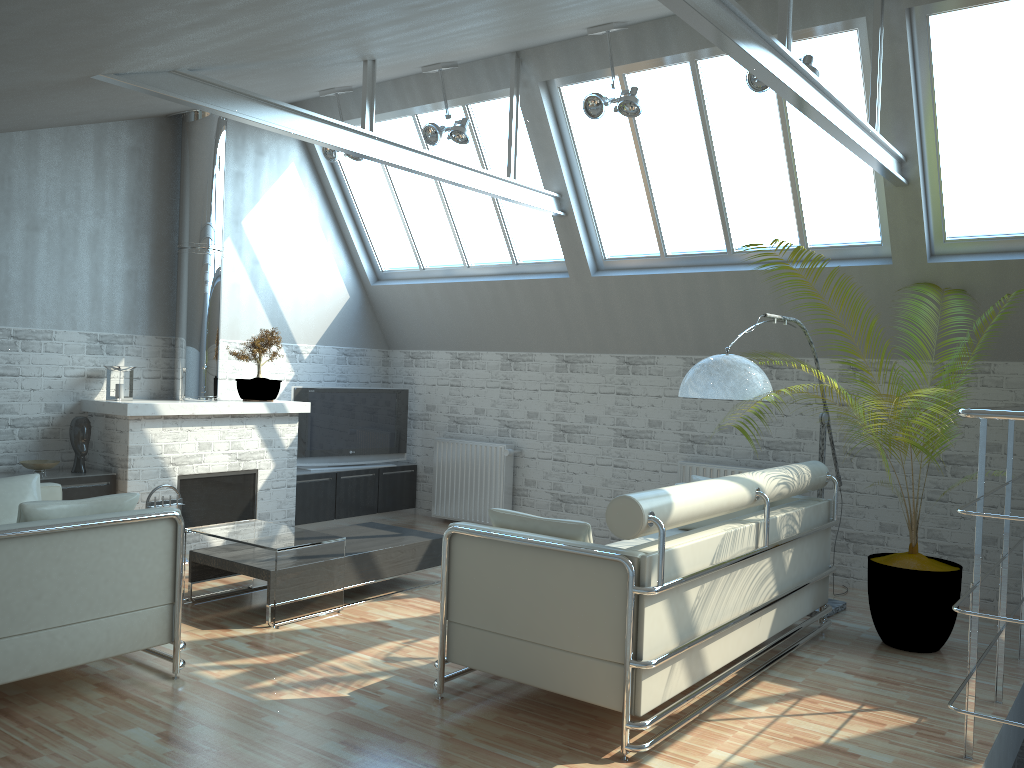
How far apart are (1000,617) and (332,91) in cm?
1191

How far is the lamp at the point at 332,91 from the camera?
14.1 meters

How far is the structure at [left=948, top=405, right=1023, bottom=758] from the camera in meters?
6.0 m

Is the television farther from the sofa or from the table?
the sofa

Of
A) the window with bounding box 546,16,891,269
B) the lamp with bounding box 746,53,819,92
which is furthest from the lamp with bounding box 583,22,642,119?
the lamp with bounding box 746,53,819,92

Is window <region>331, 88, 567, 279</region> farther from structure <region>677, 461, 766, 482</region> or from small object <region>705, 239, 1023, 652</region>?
small object <region>705, 239, 1023, 652</region>

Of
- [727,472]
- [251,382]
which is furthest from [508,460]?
[251,382]

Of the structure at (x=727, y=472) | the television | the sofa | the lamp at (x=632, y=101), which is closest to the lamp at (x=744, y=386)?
the sofa

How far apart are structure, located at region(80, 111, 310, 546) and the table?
2.3 meters

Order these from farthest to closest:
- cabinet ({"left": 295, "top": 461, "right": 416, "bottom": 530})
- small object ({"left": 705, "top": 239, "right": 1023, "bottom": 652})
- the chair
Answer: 1. cabinet ({"left": 295, "top": 461, "right": 416, "bottom": 530})
2. small object ({"left": 705, "top": 239, "right": 1023, "bottom": 652})
3. the chair
